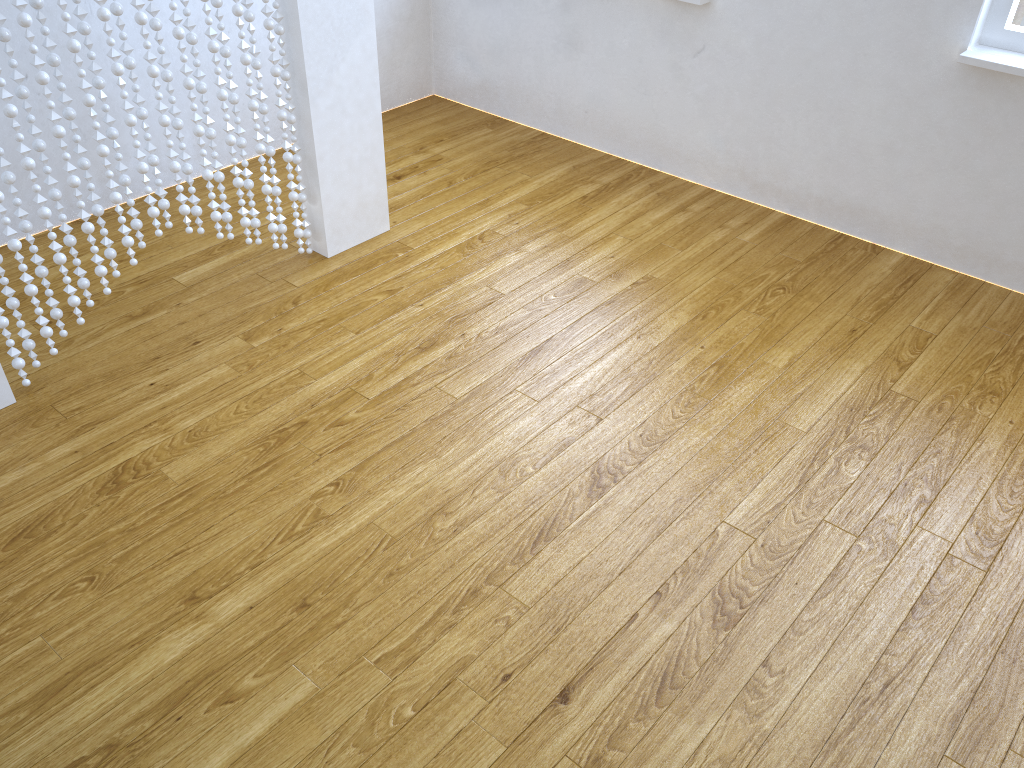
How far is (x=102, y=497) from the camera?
1.89m

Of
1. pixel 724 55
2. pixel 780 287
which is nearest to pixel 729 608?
pixel 780 287

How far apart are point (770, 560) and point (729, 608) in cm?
16

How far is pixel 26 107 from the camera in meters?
1.9

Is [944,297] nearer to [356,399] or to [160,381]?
[356,399]

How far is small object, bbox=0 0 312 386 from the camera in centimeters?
192cm
